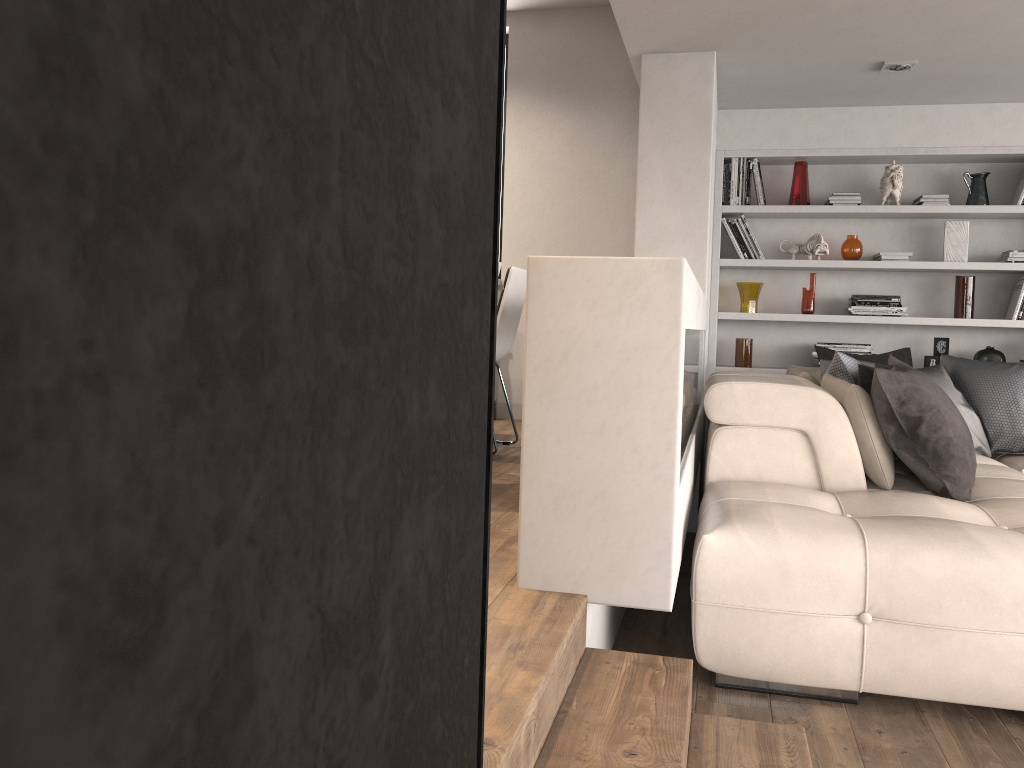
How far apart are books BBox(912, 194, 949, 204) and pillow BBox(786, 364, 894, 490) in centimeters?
131cm

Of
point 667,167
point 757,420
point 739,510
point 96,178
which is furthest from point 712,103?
point 96,178

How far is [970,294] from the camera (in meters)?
5.37

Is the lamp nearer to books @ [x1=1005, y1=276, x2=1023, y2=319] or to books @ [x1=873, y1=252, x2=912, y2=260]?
books @ [x1=873, y1=252, x2=912, y2=260]

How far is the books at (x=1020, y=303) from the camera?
5.3m

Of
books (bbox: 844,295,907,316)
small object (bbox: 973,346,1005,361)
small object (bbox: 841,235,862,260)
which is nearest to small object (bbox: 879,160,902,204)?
small object (bbox: 841,235,862,260)

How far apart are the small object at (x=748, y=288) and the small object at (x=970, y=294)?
1.2 meters

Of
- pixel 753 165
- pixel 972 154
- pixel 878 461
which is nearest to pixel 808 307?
pixel 753 165

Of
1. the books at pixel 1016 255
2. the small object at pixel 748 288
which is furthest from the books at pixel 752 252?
the books at pixel 1016 255

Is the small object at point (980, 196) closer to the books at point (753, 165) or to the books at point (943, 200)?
the books at point (943, 200)
